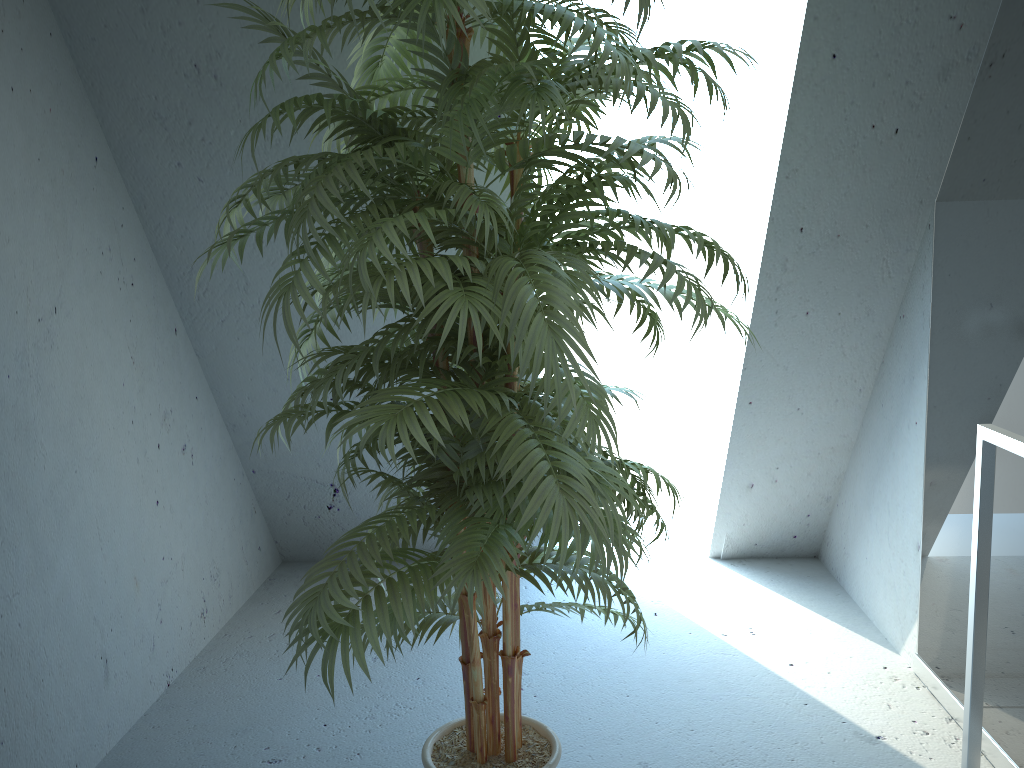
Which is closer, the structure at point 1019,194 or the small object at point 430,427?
the small object at point 430,427

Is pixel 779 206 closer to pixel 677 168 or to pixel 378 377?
pixel 677 168

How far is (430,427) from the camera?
1.3m

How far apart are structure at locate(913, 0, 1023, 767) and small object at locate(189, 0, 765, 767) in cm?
72

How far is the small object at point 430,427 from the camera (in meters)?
1.29

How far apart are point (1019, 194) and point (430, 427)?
1.5 meters

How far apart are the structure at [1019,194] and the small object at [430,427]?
0.7 meters

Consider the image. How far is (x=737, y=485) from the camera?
3.3m

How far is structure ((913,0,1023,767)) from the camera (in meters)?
1.97
